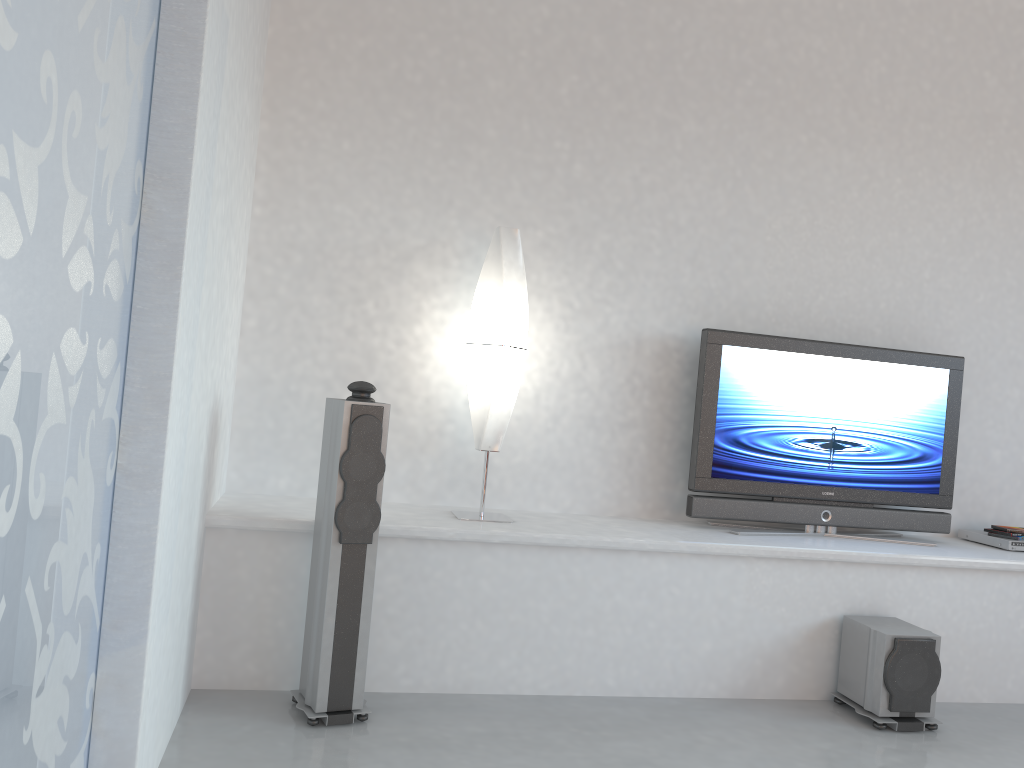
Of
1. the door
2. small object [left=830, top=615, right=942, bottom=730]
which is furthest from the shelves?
the door

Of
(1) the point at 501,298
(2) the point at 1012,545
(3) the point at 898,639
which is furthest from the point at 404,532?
(2) the point at 1012,545

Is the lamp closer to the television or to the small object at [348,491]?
the small object at [348,491]

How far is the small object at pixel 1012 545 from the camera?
4.2 meters

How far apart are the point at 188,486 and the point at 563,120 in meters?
2.5

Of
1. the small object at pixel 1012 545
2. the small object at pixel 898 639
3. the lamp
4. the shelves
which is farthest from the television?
the lamp

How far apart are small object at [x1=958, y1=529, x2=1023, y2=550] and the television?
0.2 meters

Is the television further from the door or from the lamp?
the door

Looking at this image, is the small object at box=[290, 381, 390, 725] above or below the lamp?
below

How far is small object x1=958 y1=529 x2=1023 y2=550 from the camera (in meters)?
4.25
